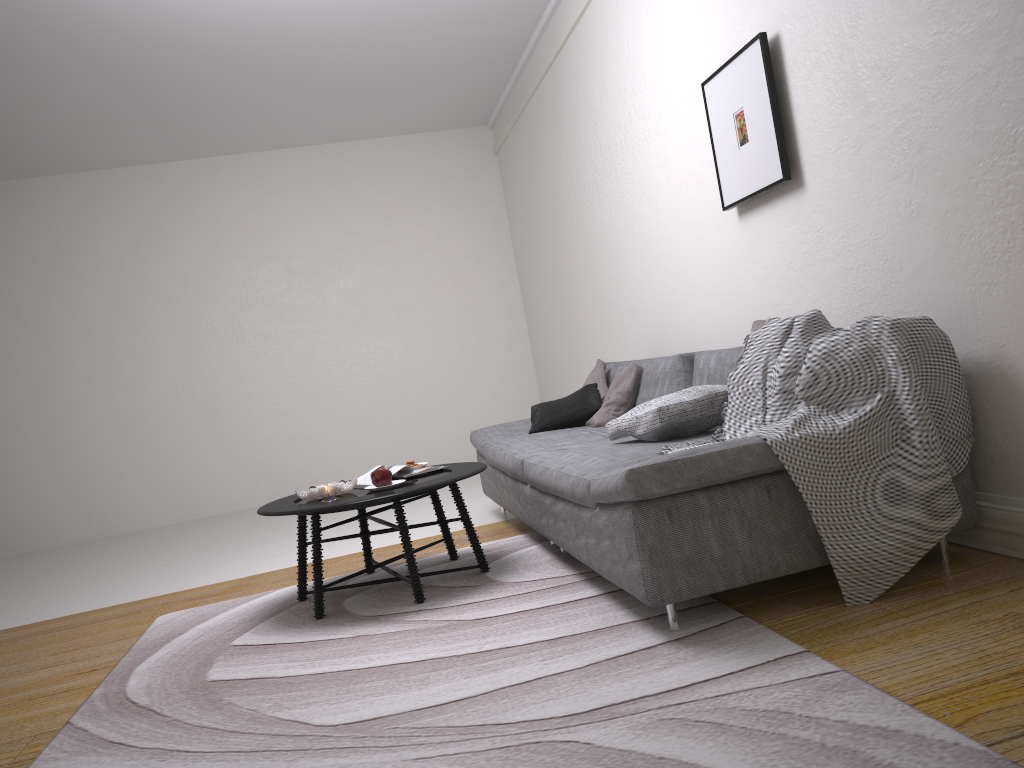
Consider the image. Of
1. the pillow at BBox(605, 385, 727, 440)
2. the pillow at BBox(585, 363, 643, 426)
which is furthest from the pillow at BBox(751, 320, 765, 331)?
the pillow at BBox(585, 363, 643, 426)

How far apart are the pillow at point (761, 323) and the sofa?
0.41m

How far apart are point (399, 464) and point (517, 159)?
3.04m

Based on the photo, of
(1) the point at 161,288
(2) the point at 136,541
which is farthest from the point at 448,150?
(2) the point at 136,541

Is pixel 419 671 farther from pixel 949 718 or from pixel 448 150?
pixel 448 150

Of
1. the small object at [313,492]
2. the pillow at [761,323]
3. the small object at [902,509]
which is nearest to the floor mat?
the small object at [902,509]

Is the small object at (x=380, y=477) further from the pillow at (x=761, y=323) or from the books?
the pillow at (x=761, y=323)

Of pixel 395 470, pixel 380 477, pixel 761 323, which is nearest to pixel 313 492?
pixel 380 477

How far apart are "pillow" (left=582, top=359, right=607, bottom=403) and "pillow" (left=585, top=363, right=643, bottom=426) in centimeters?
11cm

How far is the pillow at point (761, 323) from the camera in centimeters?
308cm
